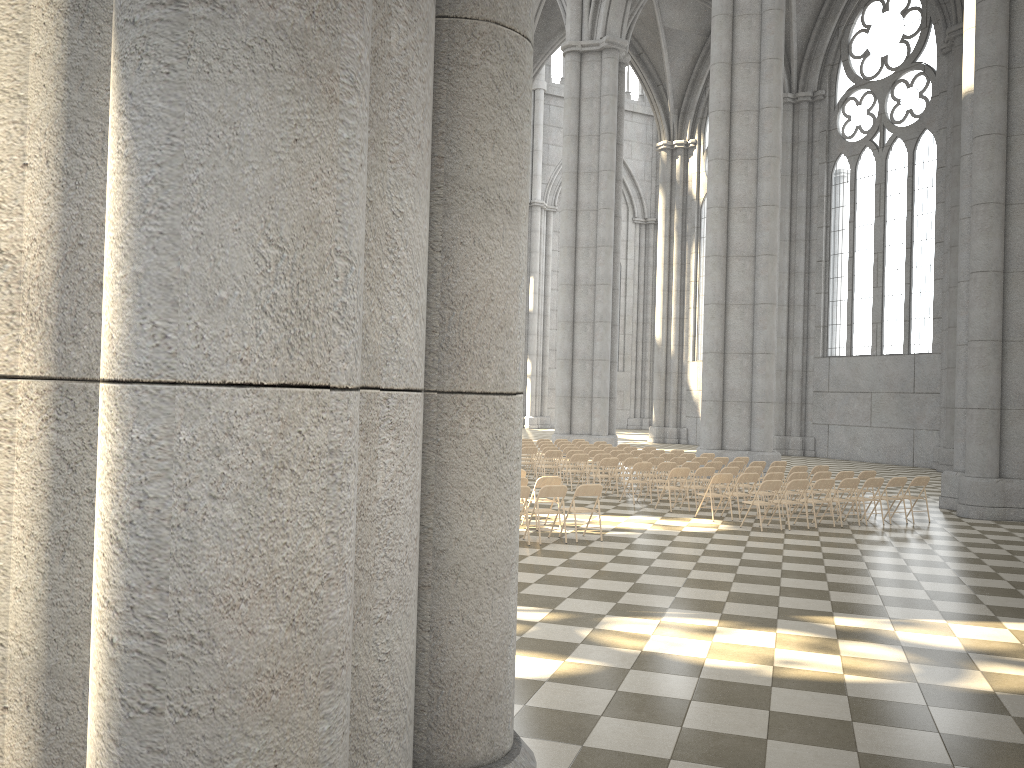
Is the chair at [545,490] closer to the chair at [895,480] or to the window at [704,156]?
the chair at [895,480]

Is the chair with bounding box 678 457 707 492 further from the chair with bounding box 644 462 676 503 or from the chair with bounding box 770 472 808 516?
the chair with bounding box 770 472 808 516

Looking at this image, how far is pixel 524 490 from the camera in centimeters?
1202cm

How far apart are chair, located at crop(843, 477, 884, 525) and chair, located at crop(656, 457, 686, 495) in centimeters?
459cm

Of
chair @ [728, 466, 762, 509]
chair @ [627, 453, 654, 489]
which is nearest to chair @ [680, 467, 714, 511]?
chair @ [728, 466, 762, 509]

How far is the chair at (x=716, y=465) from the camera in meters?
18.0

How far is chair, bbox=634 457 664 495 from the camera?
18.7m

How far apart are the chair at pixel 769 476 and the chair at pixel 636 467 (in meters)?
2.47

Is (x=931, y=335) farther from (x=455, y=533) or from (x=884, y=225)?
(x=455, y=533)

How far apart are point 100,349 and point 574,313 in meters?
28.5 m
